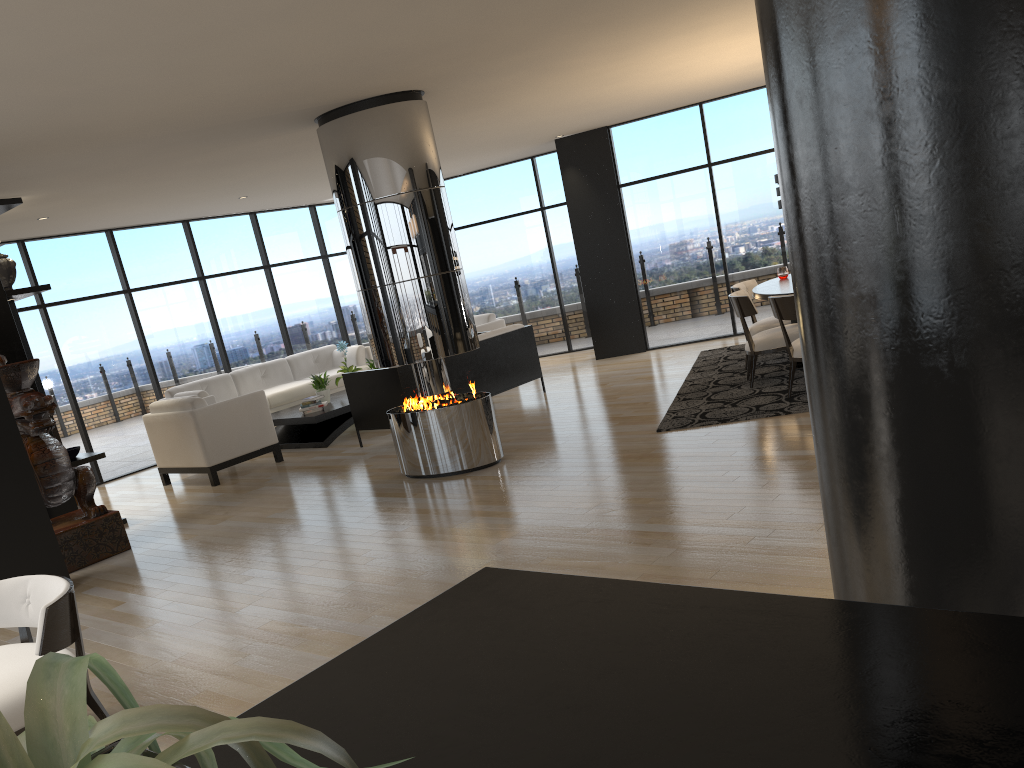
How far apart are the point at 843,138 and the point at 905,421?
0.58m

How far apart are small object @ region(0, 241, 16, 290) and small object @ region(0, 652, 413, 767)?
7.6m

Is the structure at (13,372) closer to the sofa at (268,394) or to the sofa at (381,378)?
the sofa at (381,378)

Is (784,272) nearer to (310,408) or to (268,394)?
(310,408)

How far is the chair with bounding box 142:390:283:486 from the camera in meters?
8.3

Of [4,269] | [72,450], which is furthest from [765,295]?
[4,269]

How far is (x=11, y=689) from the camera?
3.0 meters

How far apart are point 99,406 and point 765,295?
7.4m

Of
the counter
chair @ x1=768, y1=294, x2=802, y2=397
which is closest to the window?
chair @ x1=768, y1=294, x2=802, y2=397

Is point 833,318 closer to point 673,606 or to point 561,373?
point 673,606
